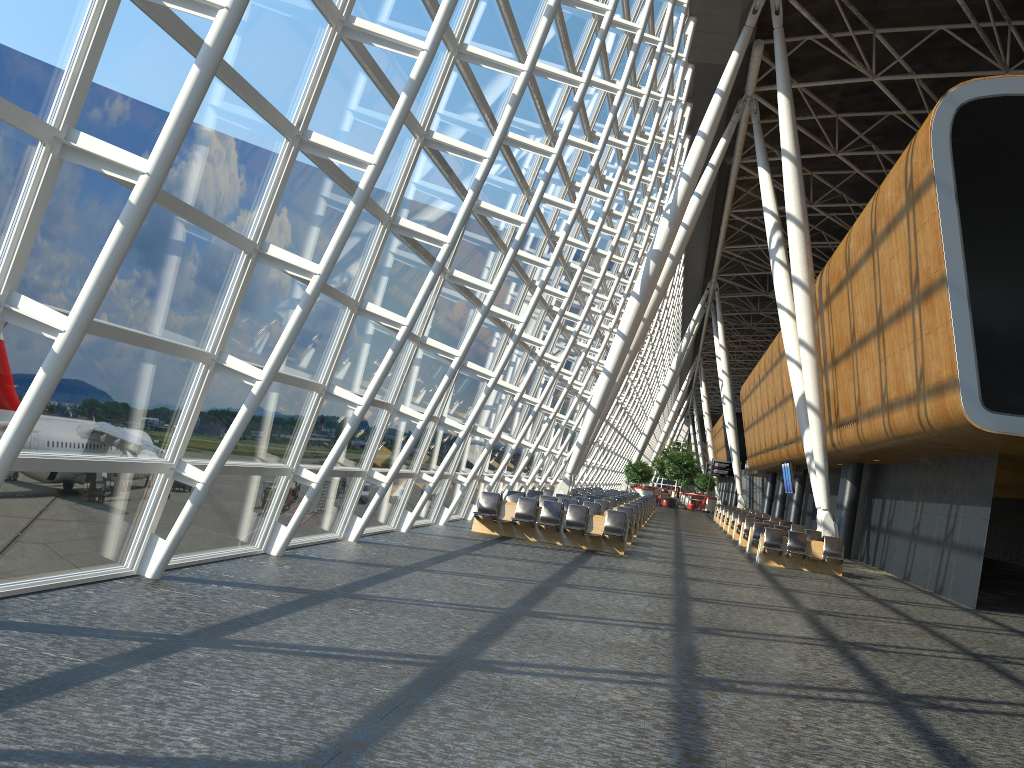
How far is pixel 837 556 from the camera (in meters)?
20.23

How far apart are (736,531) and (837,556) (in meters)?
9.07

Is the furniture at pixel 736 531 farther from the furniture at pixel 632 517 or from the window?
the furniture at pixel 632 517

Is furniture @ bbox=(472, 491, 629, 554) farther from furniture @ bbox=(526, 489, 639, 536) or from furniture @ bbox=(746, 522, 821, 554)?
furniture @ bbox=(746, 522, 821, 554)

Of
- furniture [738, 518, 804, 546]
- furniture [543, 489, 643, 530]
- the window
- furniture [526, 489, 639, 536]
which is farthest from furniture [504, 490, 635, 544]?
furniture [738, 518, 804, 546]

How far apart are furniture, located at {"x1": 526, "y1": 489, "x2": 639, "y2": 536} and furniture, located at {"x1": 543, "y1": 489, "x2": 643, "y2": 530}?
2.96m

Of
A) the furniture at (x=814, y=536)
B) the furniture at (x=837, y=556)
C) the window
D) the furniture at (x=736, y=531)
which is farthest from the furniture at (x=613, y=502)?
the furniture at (x=837, y=556)

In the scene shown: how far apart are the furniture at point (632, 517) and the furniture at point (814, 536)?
4.0 meters

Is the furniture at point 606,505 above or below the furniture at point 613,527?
above

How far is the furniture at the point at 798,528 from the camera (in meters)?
26.25
